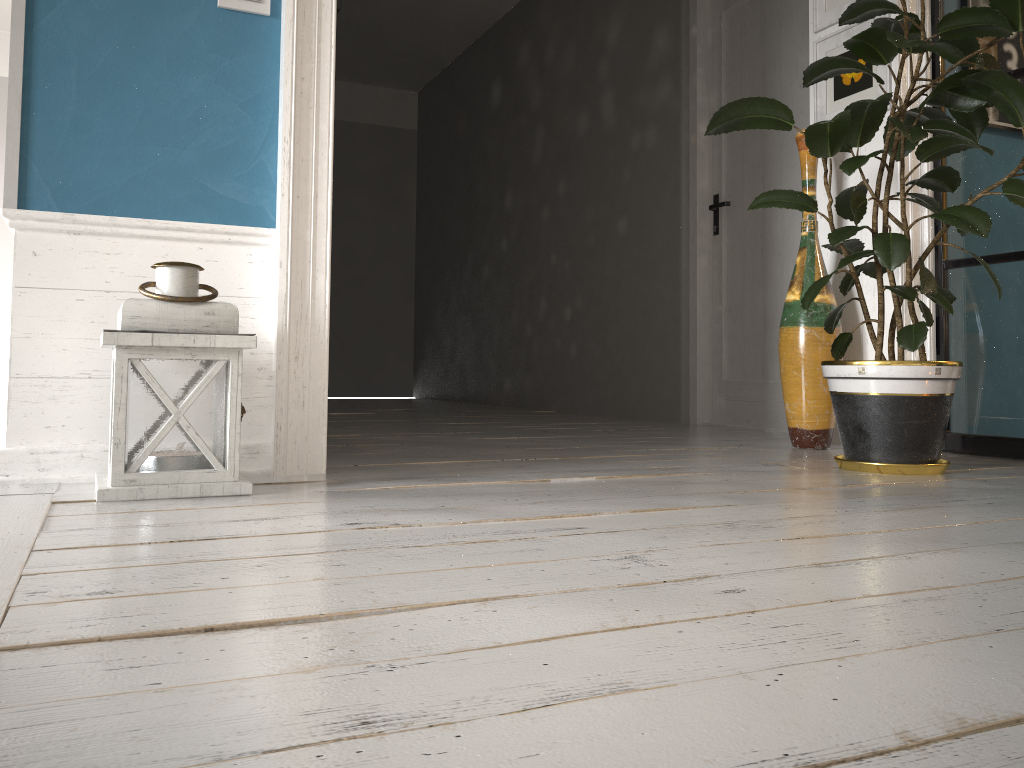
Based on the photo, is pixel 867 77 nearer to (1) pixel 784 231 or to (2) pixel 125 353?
(1) pixel 784 231

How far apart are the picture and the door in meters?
0.6

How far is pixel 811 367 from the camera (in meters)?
3.00

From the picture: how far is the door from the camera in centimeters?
404cm

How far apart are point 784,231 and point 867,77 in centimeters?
101cm

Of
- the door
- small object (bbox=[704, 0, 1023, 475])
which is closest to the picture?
small object (bbox=[704, 0, 1023, 475])

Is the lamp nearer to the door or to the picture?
the picture

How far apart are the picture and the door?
0.6 meters

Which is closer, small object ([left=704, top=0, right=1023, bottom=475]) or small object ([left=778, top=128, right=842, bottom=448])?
small object ([left=704, top=0, right=1023, bottom=475])

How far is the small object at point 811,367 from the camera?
3.00m
